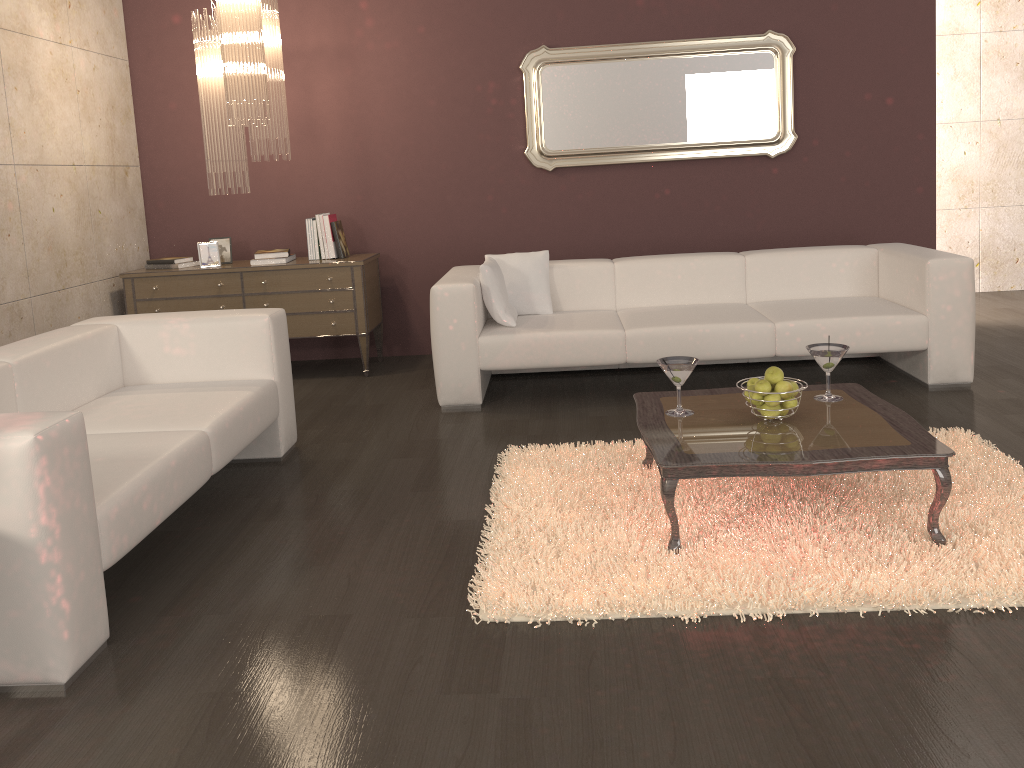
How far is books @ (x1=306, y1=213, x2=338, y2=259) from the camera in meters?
5.5 m

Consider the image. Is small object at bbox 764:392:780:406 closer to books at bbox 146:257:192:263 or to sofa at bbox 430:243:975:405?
sofa at bbox 430:243:975:405

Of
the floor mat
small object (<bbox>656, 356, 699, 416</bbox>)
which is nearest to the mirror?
the floor mat

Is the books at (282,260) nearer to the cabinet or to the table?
the cabinet

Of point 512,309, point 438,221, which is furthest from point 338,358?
point 512,309

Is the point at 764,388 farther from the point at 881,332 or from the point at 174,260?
the point at 174,260

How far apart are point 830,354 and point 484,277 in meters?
2.0 m

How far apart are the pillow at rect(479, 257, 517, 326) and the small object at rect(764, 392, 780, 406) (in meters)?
1.96

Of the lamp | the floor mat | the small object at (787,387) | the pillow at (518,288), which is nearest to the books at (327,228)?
the lamp

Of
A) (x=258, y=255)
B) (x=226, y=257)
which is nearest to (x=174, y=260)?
(x=226, y=257)
